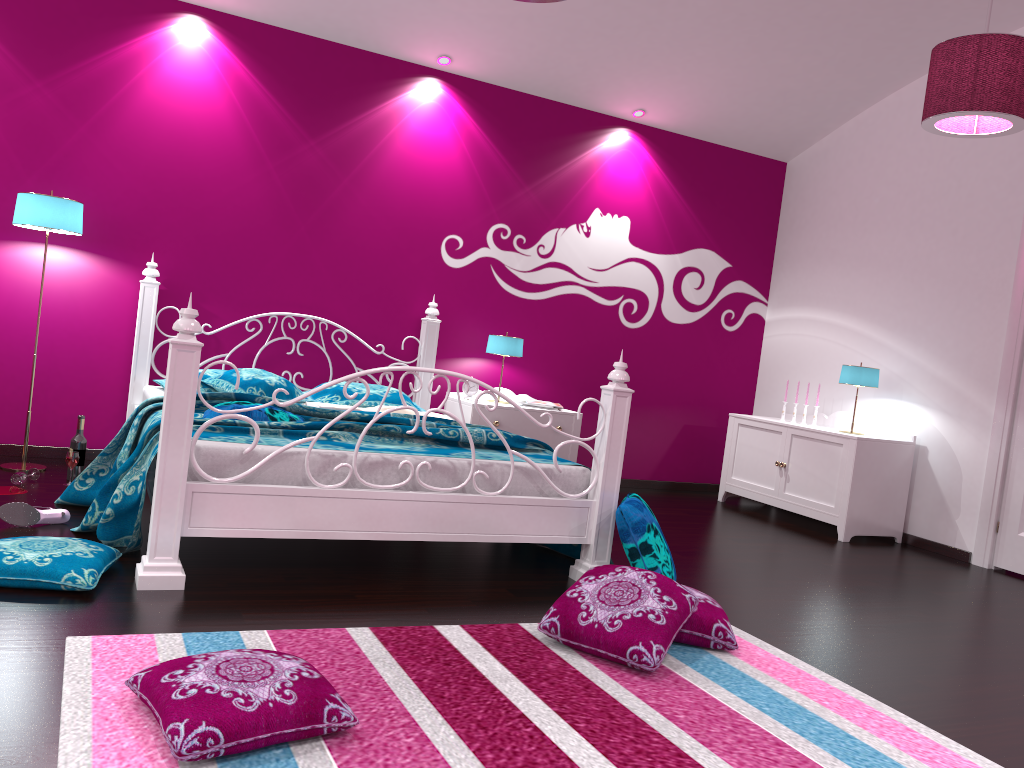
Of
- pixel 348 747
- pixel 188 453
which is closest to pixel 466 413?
pixel 188 453

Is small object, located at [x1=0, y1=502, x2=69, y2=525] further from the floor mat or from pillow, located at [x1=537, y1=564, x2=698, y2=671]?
pillow, located at [x1=537, y1=564, x2=698, y2=671]

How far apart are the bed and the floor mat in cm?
44

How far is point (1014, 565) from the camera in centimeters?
476cm

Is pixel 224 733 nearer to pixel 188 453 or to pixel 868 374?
pixel 188 453

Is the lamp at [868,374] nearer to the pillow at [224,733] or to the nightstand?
the nightstand

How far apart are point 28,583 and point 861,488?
4.30m

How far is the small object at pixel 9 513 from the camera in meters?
3.3 m

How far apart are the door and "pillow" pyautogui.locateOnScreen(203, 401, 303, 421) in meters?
3.8

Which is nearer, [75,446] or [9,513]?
[9,513]
